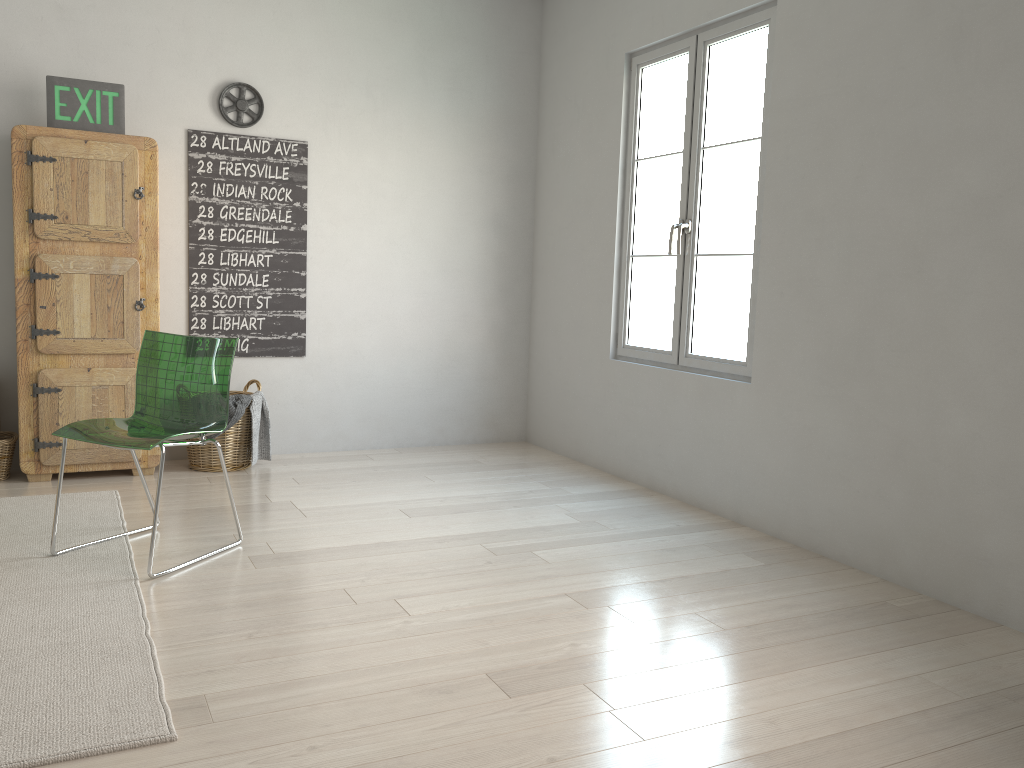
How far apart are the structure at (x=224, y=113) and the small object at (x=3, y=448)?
1.85m

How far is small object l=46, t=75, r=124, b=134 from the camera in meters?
3.9

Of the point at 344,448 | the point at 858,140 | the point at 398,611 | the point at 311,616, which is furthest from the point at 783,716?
the point at 344,448

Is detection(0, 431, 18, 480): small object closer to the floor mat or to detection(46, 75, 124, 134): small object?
the floor mat

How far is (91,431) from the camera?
2.9m

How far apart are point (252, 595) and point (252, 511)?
1.0 meters

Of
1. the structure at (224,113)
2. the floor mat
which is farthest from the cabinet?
the structure at (224,113)

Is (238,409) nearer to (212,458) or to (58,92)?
(212,458)

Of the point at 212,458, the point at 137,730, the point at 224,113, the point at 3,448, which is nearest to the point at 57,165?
the point at 224,113

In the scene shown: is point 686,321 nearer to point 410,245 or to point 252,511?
point 410,245
